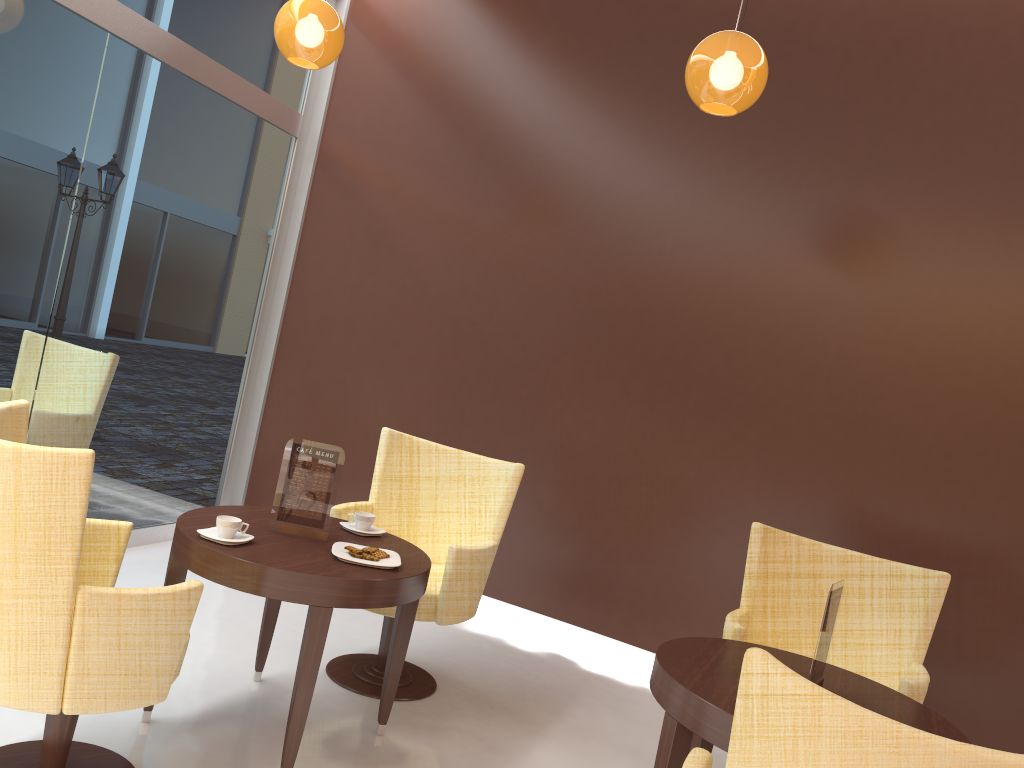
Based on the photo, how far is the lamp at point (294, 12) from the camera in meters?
3.7 m

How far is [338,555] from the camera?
2.9m

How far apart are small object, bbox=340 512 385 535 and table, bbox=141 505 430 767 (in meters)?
0.02

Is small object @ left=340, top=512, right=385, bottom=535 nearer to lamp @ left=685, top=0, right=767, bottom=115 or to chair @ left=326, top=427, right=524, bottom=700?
chair @ left=326, top=427, right=524, bottom=700

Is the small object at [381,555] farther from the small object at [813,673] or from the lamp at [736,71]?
the lamp at [736,71]

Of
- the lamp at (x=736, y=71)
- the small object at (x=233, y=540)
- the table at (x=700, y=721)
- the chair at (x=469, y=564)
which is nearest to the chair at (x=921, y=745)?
the table at (x=700, y=721)

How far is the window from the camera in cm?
382

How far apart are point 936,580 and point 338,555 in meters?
2.2

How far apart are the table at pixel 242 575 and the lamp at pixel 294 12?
Answer: 1.90m

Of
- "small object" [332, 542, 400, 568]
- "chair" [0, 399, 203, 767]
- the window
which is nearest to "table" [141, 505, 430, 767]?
"small object" [332, 542, 400, 568]
